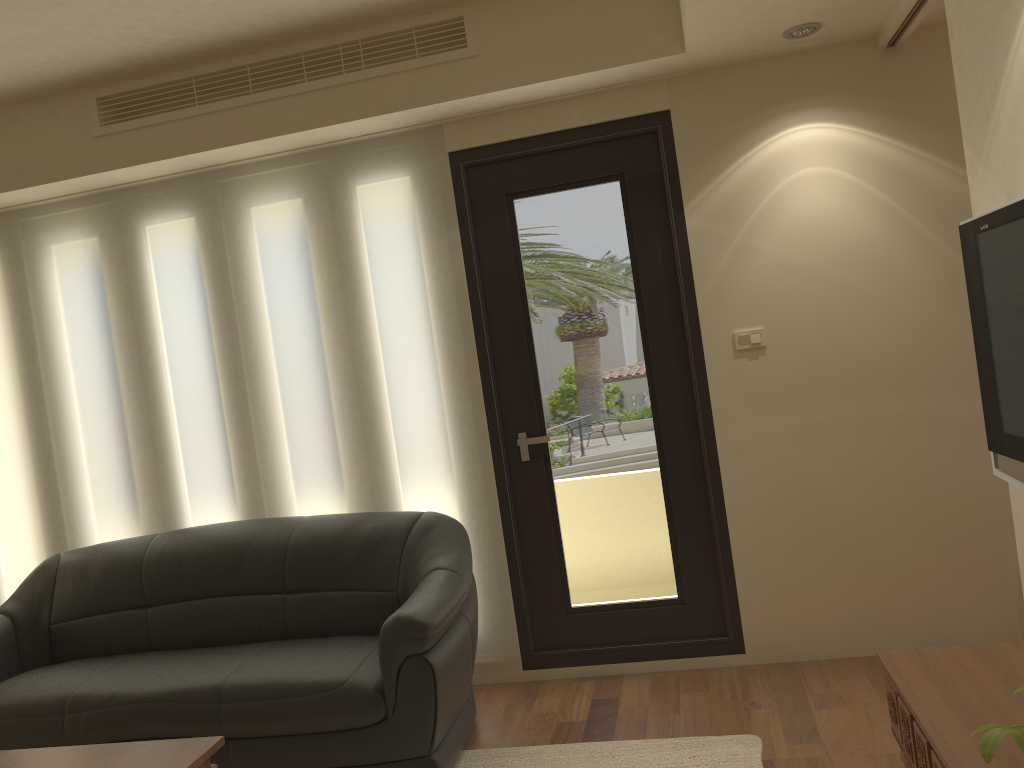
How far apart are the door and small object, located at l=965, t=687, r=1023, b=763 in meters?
2.6 m

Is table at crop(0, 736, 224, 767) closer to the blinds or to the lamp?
the blinds

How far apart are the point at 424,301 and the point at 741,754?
2.3m

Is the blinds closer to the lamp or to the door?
the door

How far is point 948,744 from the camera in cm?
195

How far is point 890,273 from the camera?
3.7m

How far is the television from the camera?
2.3m

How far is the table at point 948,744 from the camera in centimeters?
195cm

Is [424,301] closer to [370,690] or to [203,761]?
[370,690]

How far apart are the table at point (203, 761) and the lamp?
3.2 meters
